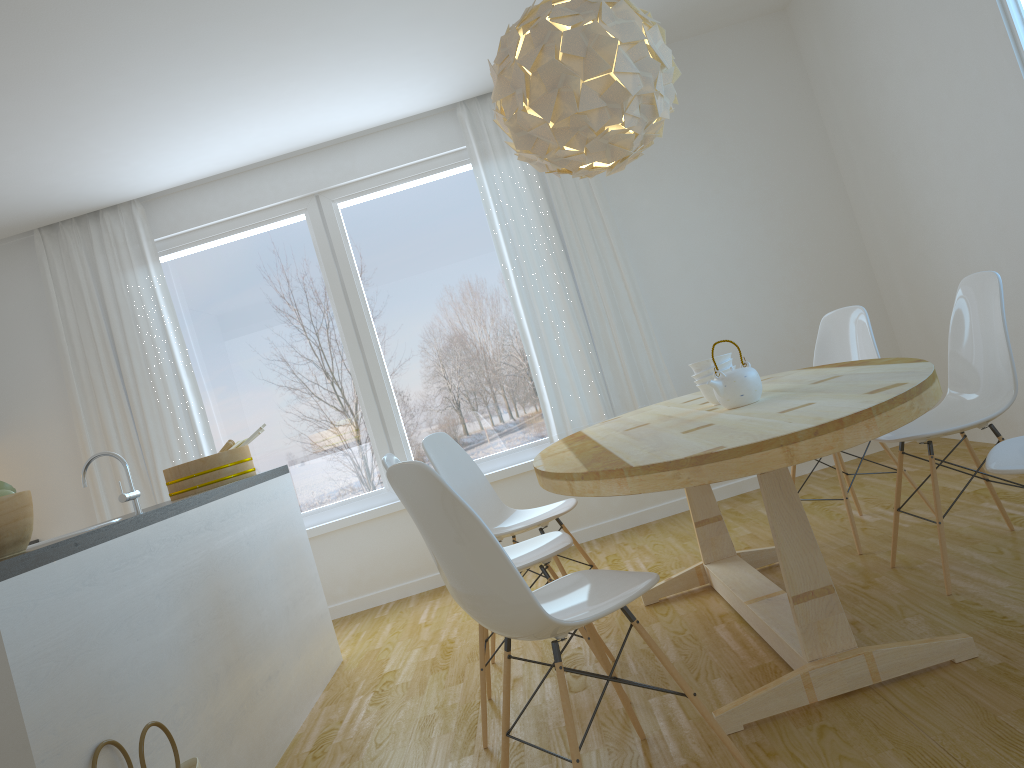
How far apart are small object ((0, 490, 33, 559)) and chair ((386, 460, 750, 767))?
0.9 meters

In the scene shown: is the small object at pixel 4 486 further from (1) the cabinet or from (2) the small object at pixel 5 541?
(1) the cabinet

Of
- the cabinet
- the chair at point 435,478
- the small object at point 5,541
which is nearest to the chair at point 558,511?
the cabinet

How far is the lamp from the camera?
2.7m

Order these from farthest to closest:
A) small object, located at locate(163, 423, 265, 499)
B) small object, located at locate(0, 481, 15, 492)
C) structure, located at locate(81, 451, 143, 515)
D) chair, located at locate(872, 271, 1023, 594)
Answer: small object, located at locate(163, 423, 265, 499)
chair, located at locate(872, 271, 1023, 594)
structure, located at locate(81, 451, 143, 515)
small object, located at locate(0, 481, 15, 492)

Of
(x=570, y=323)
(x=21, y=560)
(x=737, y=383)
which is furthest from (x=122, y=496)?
(x=570, y=323)

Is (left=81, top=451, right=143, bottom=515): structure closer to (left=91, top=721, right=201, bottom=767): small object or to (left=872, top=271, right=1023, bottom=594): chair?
(left=91, top=721, right=201, bottom=767): small object

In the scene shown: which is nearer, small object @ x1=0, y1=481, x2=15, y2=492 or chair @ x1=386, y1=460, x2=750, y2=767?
chair @ x1=386, y1=460, x2=750, y2=767

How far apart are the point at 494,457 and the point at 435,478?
3.5 meters

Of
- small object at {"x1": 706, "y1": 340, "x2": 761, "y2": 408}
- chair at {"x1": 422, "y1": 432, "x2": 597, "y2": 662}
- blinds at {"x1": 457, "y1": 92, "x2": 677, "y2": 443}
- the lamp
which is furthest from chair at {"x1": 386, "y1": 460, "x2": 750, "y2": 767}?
blinds at {"x1": 457, "y1": 92, "x2": 677, "y2": 443}
